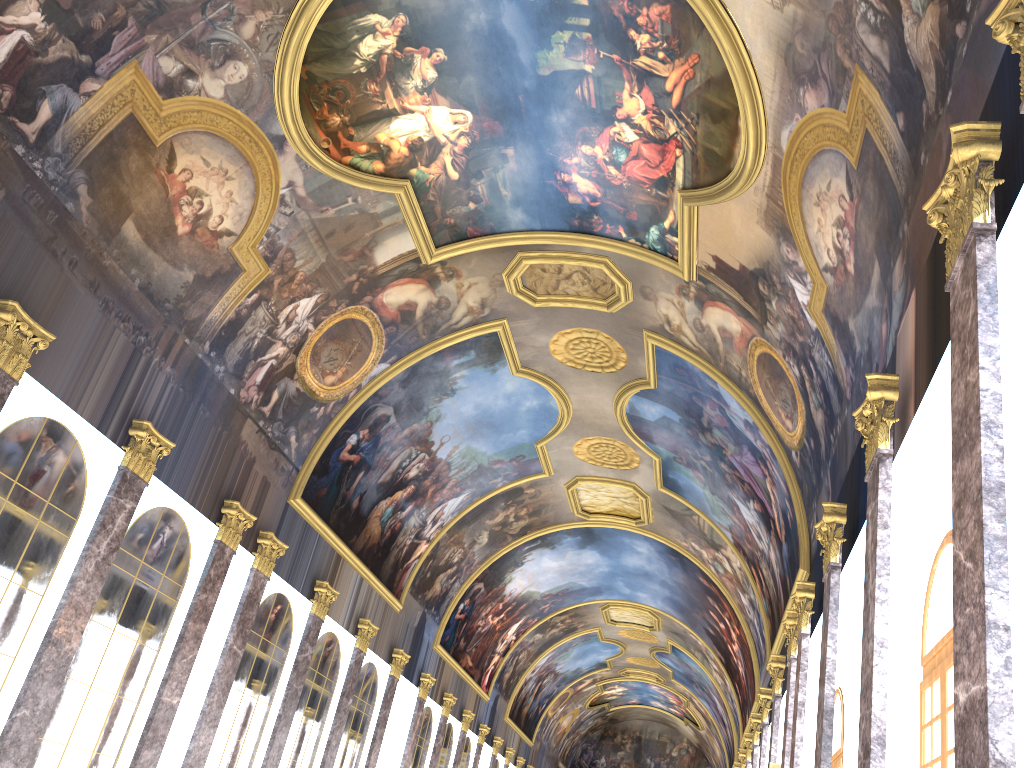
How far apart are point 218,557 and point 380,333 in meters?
6.3 m

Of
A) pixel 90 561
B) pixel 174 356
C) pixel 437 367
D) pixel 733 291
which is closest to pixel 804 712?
pixel 733 291
